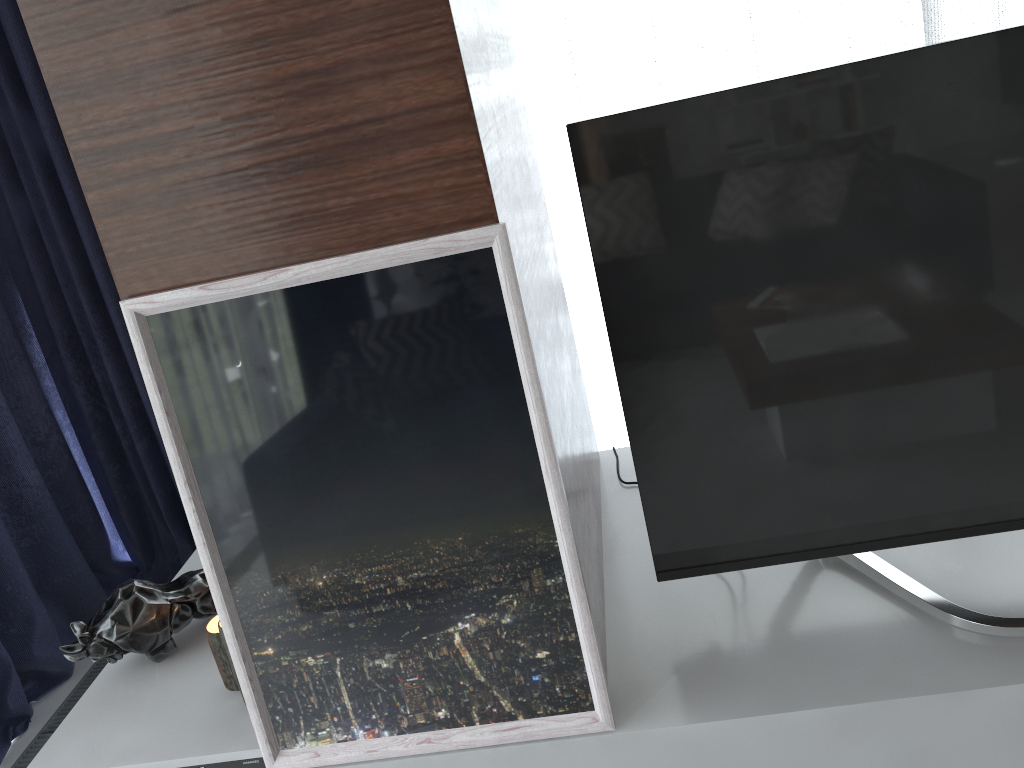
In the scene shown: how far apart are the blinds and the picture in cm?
145

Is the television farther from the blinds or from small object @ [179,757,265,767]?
the blinds

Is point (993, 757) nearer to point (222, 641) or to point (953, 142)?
point (953, 142)

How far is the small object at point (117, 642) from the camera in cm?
157

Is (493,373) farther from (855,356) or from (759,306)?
(855,356)

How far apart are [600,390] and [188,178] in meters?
1.8

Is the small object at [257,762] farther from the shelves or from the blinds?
the blinds

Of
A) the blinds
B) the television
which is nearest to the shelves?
the television

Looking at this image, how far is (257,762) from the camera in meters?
1.4

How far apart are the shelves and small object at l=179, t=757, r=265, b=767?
0.0m
